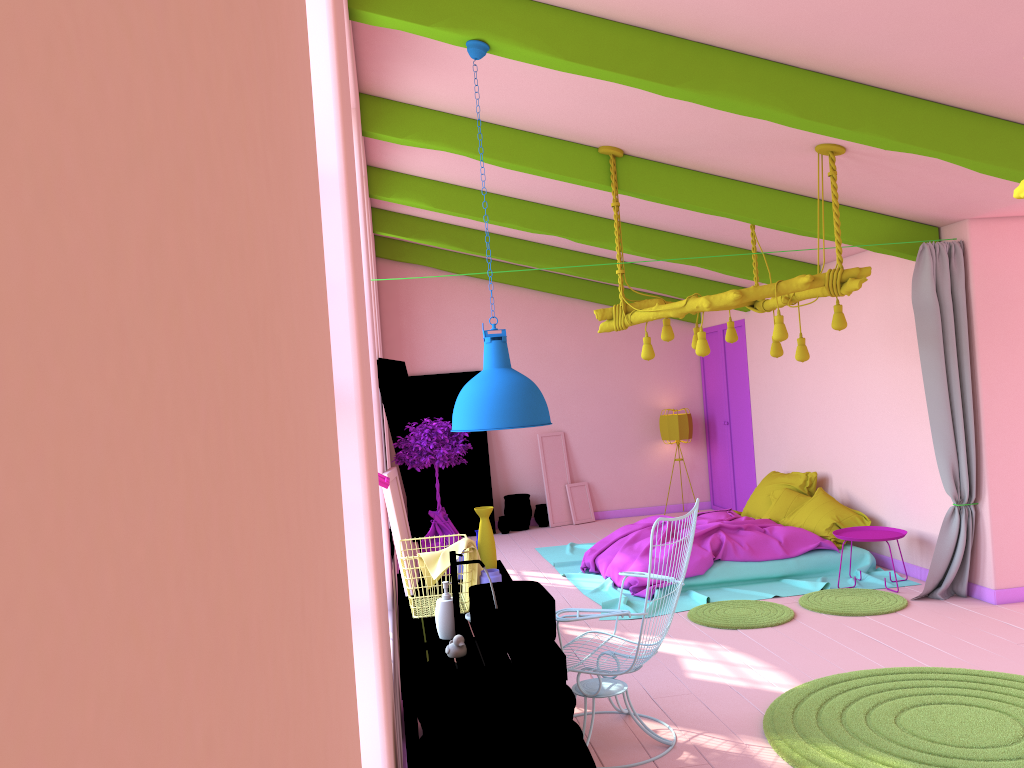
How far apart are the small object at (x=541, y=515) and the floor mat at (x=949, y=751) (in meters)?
6.99

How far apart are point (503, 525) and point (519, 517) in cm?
28

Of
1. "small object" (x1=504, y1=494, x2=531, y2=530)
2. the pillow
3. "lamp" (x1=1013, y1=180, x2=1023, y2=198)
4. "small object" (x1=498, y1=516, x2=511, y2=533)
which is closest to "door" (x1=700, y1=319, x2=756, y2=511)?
the pillow

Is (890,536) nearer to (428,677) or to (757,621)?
(757,621)

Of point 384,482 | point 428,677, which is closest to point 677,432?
point 384,482

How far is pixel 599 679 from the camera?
4.55m

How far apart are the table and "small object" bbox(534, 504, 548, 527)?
6.6 meters

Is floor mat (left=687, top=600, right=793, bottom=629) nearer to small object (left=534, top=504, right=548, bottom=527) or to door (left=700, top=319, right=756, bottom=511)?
door (left=700, top=319, right=756, bottom=511)

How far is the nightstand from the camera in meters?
7.5

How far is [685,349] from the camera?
12.7m
